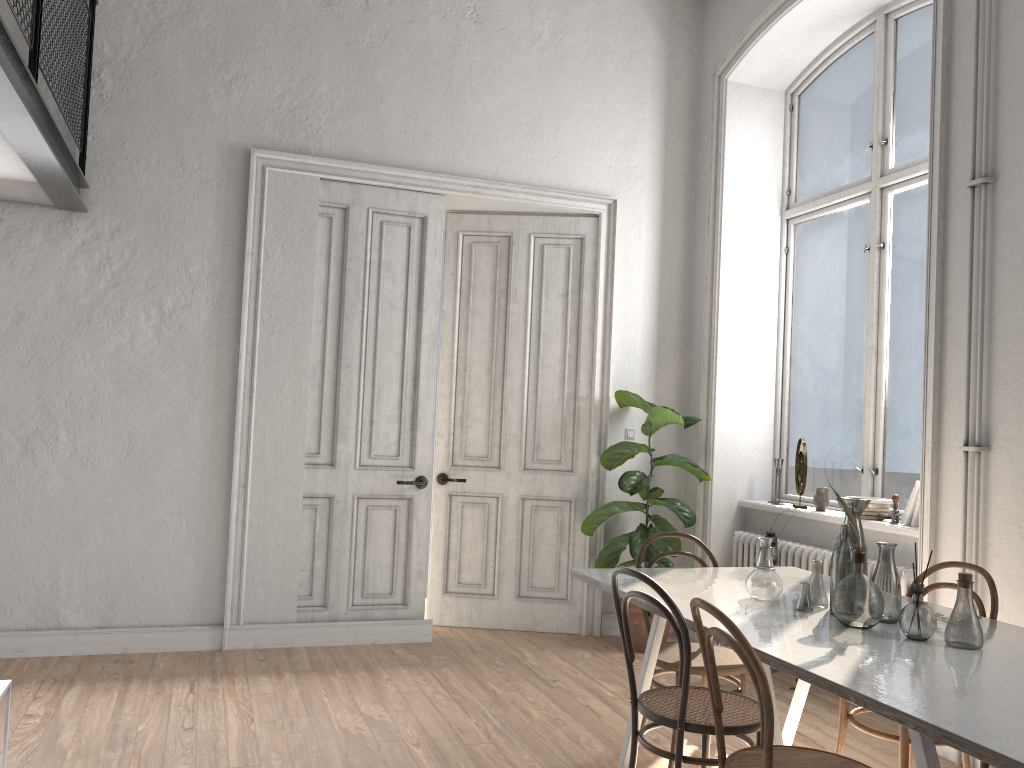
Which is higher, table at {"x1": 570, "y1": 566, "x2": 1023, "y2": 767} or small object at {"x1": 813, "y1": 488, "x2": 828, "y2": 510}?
small object at {"x1": 813, "y1": 488, "x2": 828, "y2": 510}

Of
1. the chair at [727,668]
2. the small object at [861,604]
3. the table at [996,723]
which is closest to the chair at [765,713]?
the table at [996,723]

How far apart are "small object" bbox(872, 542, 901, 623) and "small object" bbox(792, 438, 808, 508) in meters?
2.4 m

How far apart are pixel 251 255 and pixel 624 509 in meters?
2.8

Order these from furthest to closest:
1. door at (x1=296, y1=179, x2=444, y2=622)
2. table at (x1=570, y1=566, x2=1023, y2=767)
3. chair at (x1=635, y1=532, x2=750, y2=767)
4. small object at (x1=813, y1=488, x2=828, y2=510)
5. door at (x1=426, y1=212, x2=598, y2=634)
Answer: door at (x1=426, y1=212, x2=598, y2=634) < door at (x1=296, y1=179, x2=444, y2=622) < small object at (x1=813, y1=488, x2=828, y2=510) < chair at (x1=635, y1=532, x2=750, y2=767) < table at (x1=570, y1=566, x2=1023, y2=767)

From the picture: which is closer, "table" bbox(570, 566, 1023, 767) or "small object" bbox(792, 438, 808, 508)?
"table" bbox(570, 566, 1023, 767)

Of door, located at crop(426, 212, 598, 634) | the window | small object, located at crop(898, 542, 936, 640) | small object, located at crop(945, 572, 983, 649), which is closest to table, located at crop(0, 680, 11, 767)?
small object, located at crop(898, 542, 936, 640)

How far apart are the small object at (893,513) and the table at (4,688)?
4.0 meters

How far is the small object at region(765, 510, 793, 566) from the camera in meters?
4.8 m

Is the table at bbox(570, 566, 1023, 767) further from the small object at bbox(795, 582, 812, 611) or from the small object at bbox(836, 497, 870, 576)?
the small object at bbox(836, 497, 870, 576)
